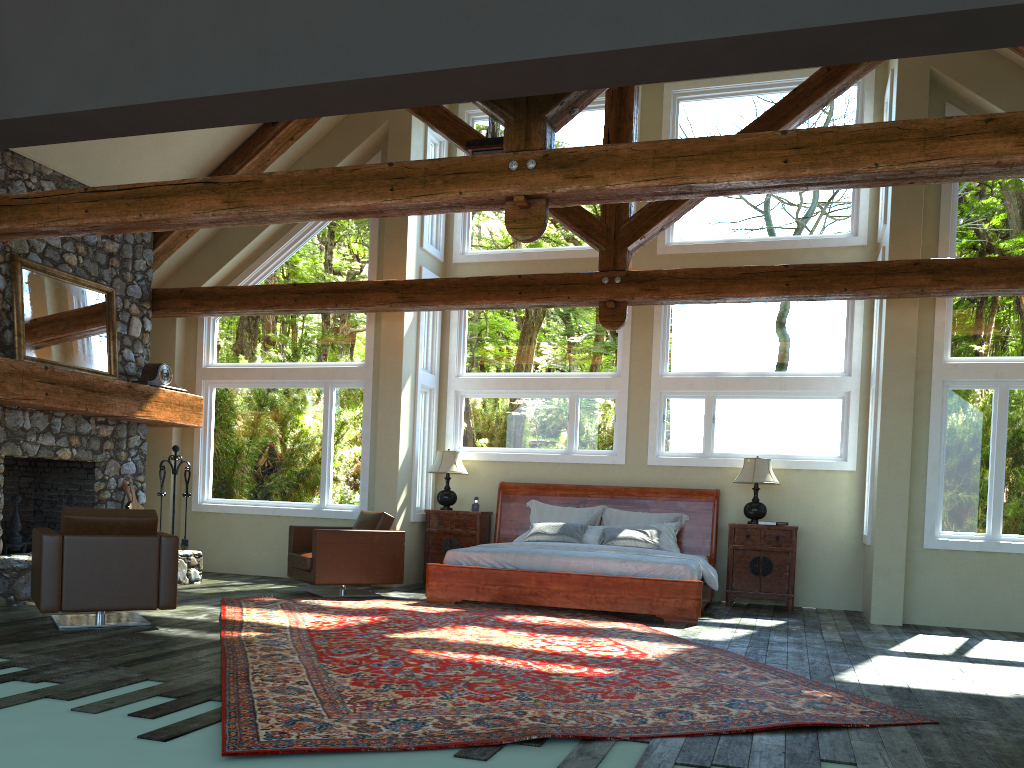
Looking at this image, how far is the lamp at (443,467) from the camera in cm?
1070

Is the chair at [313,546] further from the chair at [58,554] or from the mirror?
the mirror

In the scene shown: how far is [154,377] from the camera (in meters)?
9.78

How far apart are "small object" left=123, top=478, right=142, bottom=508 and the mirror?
1.38m

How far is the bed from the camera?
8.2m

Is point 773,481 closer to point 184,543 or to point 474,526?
point 474,526

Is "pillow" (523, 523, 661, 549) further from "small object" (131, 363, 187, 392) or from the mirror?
the mirror

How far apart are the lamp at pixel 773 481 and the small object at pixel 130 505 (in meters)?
6.69

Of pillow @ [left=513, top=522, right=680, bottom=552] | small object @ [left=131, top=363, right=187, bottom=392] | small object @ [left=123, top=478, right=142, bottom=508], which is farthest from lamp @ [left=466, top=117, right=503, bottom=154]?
small object @ [left=123, top=478, right=142, bottom=508]

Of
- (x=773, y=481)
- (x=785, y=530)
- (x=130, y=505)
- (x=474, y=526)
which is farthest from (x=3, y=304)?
(x=785, y=530)
